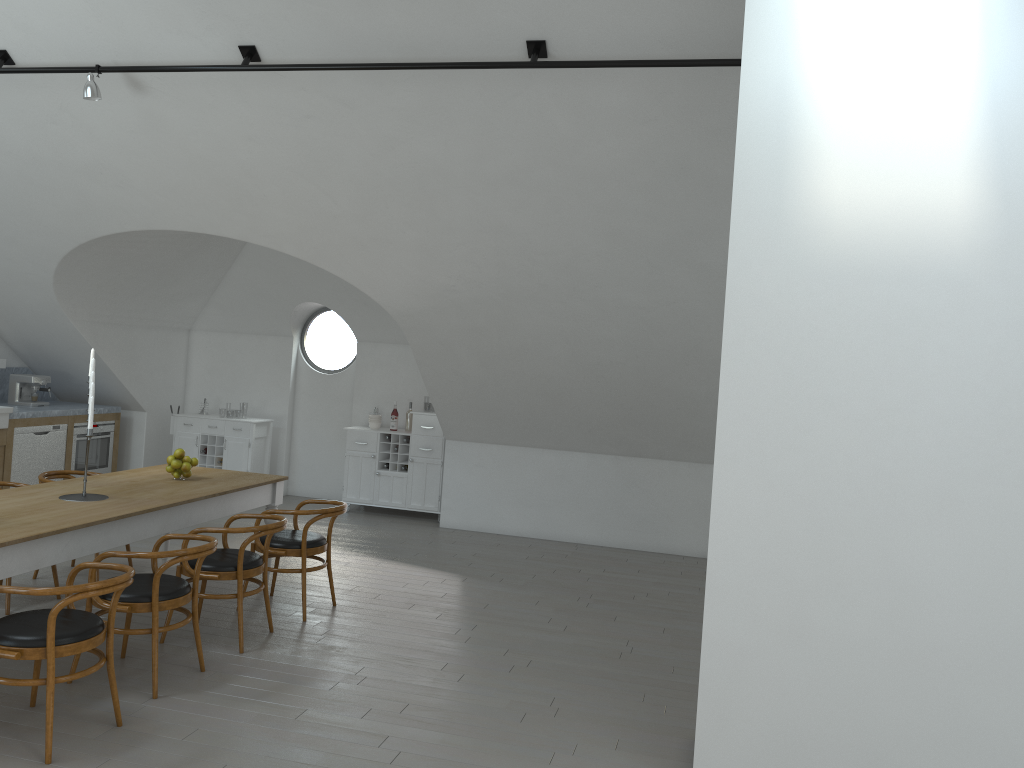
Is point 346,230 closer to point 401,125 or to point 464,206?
point 464,206

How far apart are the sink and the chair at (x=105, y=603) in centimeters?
433cm

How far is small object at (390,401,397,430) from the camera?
9.8 meters

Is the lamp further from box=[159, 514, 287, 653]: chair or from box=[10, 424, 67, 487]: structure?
box=[10, 424, 67, 487]: structure

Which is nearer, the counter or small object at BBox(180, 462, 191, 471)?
small object at BBox(180, 462, 191, 471)

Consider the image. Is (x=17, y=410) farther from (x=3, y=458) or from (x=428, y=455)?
(x=428, y=455)

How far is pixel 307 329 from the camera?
35.71m

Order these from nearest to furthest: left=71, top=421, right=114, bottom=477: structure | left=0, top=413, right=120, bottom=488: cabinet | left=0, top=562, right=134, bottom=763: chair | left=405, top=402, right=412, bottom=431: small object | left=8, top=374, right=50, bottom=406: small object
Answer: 1. left=0, top=562, right=134, bottom=763: chair
2. left=0, top=413, right=120, bottom=488: cabinet
3. left=8, top=374, right=50, bottom=406: small object
4. left=71, top=421, right=114, bottom=477: structure
5. left=405, top=402, right=412, bottom=431: small object

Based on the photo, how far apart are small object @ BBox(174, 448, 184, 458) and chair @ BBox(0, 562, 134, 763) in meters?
2.0

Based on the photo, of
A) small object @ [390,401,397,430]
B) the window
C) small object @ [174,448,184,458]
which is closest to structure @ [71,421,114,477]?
the window
